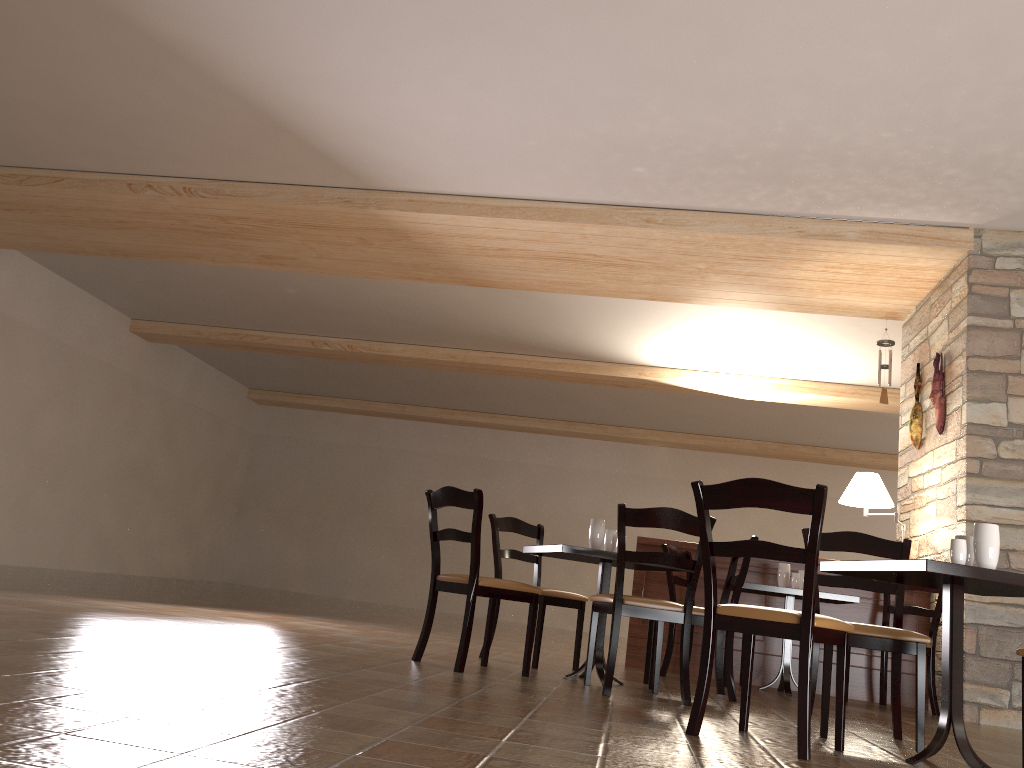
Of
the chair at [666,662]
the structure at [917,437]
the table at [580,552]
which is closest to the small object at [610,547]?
the table at [580,552]

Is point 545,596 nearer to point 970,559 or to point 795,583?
point 795,583

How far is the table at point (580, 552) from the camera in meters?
4.4 m

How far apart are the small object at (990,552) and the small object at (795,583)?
2.80m

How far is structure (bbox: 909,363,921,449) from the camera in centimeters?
665cm

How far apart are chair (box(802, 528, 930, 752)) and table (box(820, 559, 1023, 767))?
0.25m

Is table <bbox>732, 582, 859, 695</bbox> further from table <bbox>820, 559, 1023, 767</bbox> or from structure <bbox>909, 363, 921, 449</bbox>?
table <bbox>820, 559, 1023, 767</bbox>

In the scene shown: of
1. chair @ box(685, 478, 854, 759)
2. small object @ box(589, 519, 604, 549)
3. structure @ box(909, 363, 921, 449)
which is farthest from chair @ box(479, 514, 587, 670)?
structure @ box(909, 363, 921, 449)

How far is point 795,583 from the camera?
5.7 meters

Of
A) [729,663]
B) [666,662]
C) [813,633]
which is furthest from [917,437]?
[813,633]
